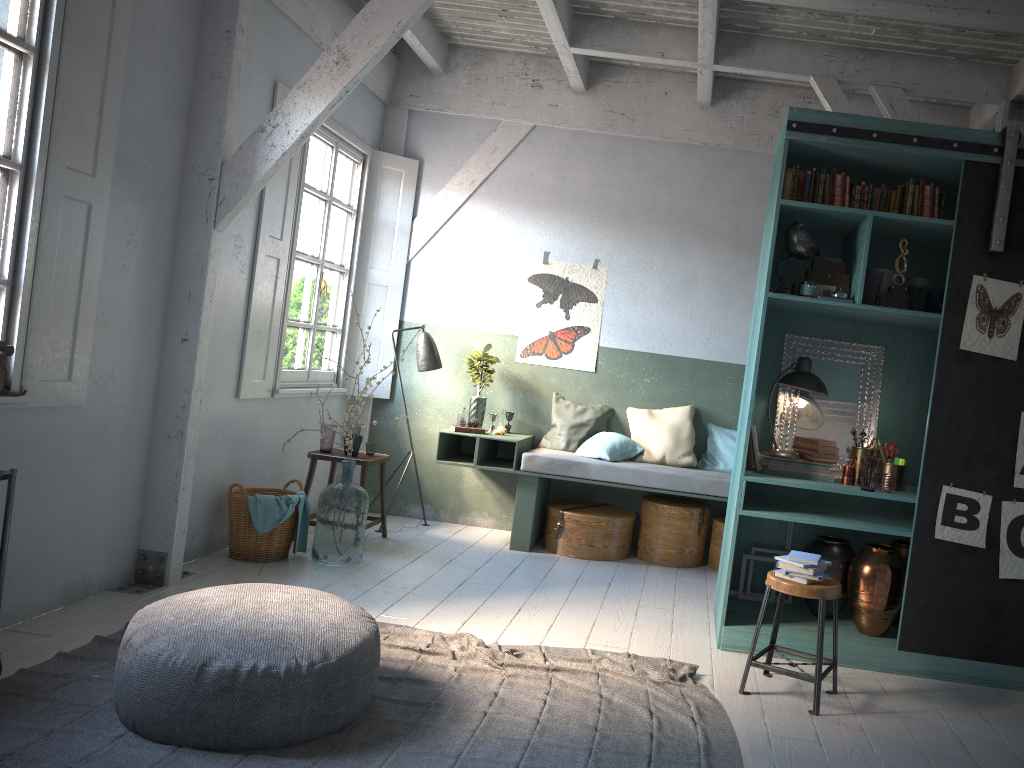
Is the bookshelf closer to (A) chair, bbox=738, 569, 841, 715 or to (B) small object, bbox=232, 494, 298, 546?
(A) chair, bbox=738, 569, 841, 715

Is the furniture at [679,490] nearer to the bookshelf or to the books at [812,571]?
the bookshelf

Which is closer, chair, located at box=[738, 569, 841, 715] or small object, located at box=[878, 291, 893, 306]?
chair, located at box=[738, 569, 841, 715]

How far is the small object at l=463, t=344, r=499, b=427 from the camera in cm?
798

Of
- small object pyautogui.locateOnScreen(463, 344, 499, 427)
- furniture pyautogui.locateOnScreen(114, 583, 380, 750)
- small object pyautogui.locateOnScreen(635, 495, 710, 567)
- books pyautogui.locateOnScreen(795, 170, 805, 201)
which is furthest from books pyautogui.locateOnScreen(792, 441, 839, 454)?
small object pyautogui.locateOnScreen(463, 344, 499, 427)

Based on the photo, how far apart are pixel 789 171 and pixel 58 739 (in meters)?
4.76

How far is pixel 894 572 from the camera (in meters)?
5.18

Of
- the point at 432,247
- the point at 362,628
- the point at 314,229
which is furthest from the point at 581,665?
the point at 432,247

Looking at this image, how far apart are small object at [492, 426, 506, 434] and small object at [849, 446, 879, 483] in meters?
3.2

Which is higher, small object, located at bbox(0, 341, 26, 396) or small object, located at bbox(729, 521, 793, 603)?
small object, located at bbox(0, 341, 26, 396)
